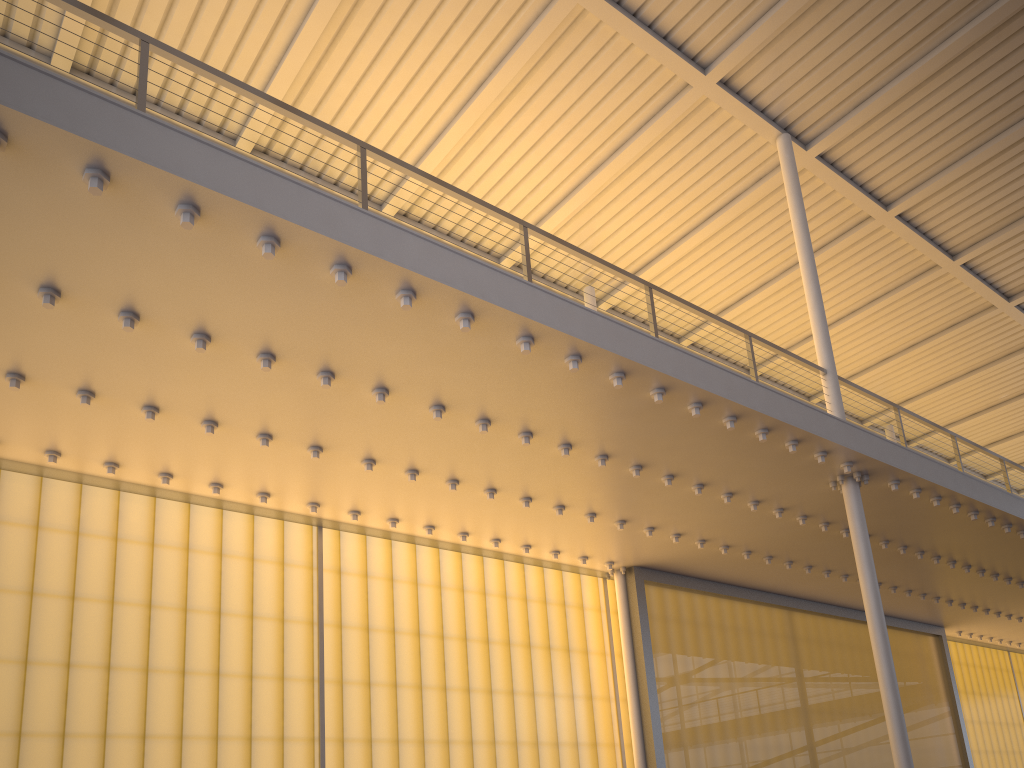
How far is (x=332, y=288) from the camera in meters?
6.7

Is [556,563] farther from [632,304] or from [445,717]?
[632,304]
